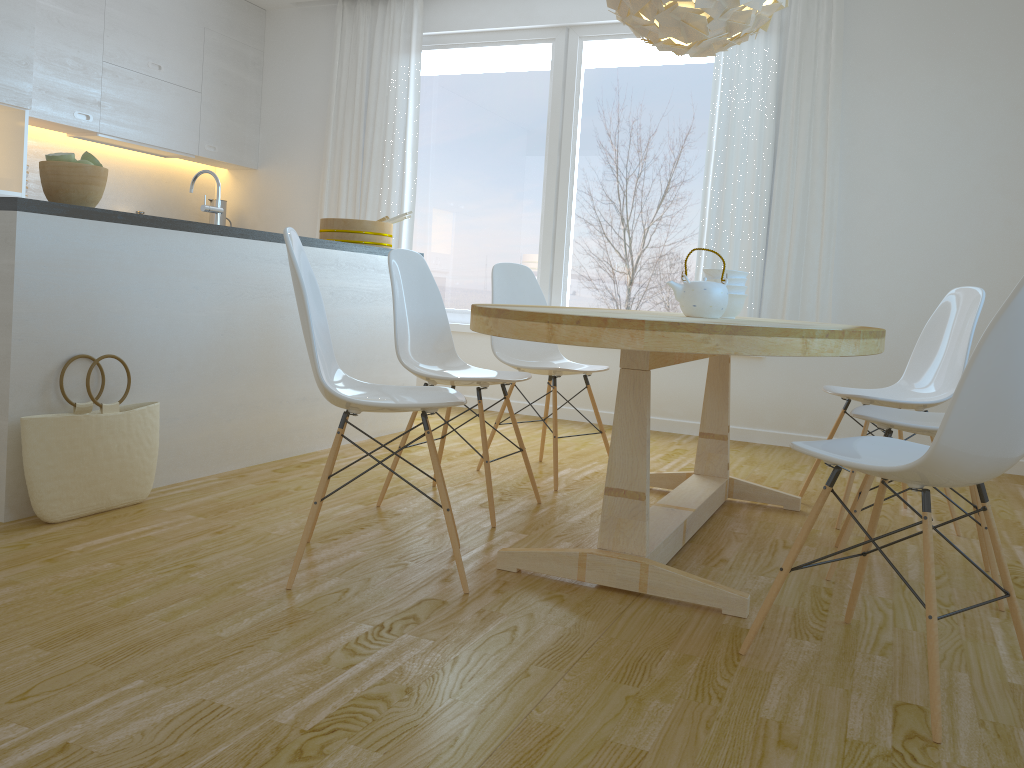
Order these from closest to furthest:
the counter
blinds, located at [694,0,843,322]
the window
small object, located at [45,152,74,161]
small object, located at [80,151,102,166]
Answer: the counter < small object, located at [45,152,74,161] < small object, located at [80,151,102,166] < blinds, located at [694,0,843,322] < the window

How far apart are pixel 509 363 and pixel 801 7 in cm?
275

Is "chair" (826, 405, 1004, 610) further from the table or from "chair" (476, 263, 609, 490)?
"chair" (476, 263, 609, 490)

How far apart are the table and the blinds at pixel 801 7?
1.6m

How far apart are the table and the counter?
1.35m

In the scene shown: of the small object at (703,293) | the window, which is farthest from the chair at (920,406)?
the window

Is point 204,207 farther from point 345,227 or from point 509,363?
point 509,363

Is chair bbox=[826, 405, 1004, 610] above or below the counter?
below

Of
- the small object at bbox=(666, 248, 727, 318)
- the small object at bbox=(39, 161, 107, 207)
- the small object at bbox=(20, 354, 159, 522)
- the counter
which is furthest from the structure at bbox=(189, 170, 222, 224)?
the small object at bbox=(666, 248, 727, 318)

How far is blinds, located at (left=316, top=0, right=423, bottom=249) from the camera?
5.8m
